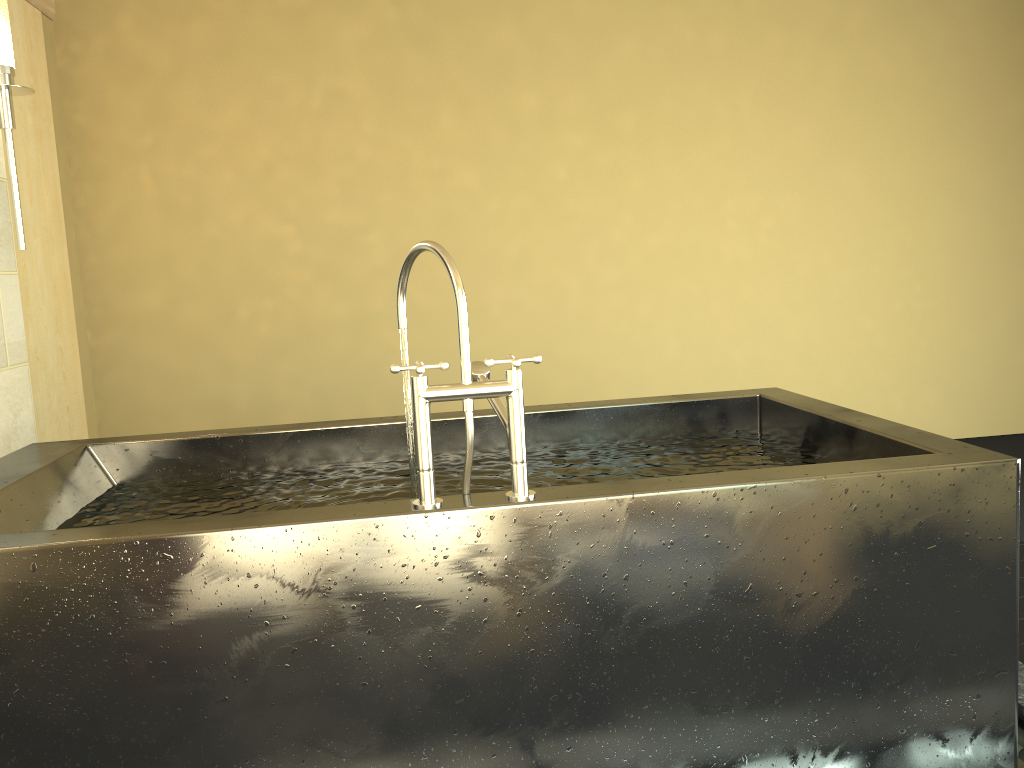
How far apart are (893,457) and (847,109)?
3.9 meters

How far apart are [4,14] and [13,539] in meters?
2.0 m

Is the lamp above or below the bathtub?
above

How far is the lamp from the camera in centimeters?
272cm

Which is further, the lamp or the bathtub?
the lamp

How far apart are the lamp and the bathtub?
0.8m

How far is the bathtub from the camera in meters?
1.5

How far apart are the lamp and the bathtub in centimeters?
80cm

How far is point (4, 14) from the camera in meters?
2.7

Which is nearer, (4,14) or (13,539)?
(13,539)
